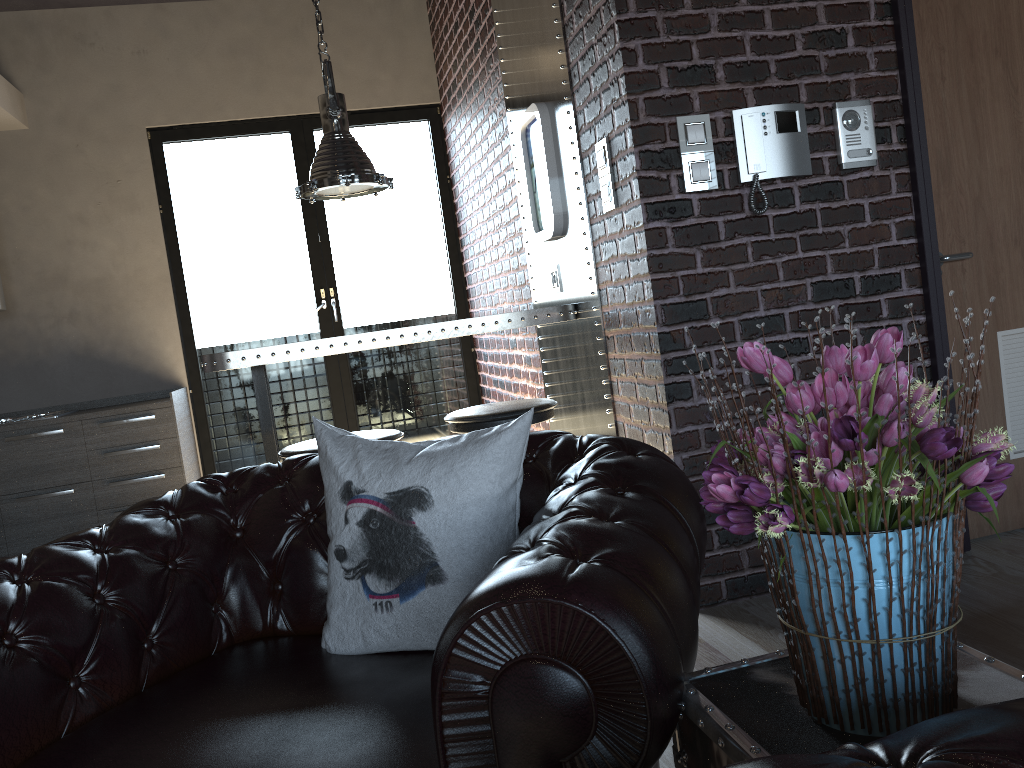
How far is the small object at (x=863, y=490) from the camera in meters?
0.9 m

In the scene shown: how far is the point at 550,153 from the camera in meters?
3.8 m

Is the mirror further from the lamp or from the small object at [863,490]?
the small object at [863,490]

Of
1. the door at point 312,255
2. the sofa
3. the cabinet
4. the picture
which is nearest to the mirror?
the picture

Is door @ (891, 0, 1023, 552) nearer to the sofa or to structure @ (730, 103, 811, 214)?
structure @ (730, 103, 811, 214)

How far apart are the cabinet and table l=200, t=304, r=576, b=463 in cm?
185

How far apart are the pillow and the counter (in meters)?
3.67

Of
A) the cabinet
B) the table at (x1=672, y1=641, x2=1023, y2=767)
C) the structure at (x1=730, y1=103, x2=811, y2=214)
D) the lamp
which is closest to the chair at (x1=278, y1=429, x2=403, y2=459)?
the lamp

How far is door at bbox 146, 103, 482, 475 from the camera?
6.13m

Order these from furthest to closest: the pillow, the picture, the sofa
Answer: the picture < the pillow < the sofa
